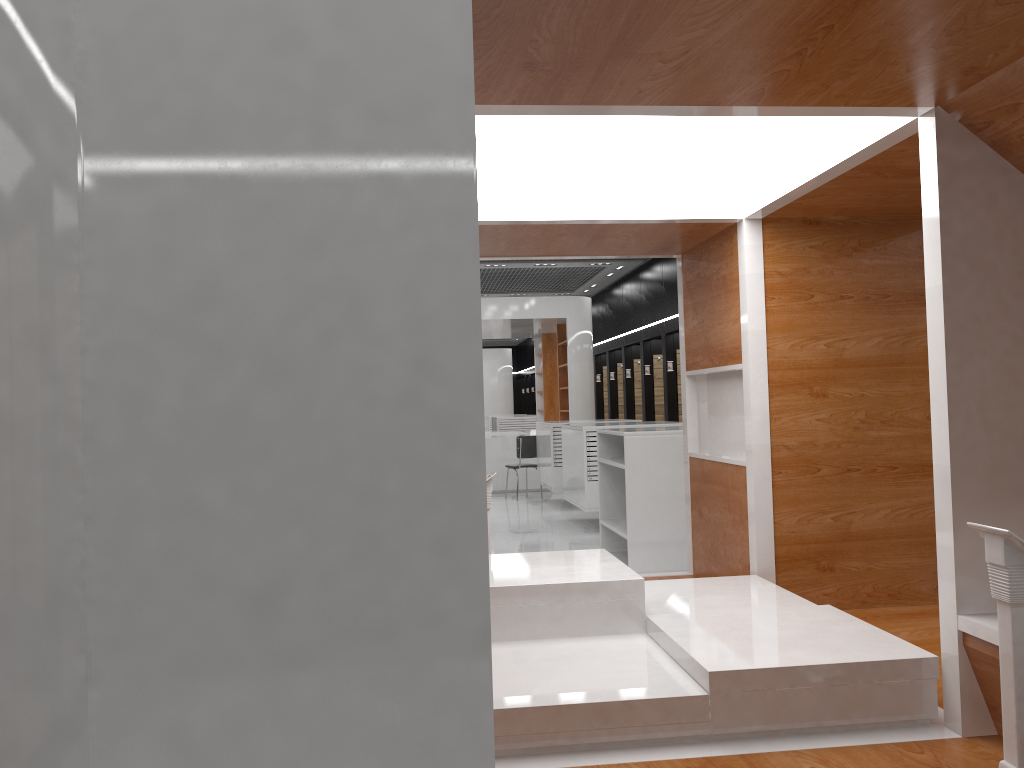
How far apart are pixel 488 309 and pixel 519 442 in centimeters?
256cm

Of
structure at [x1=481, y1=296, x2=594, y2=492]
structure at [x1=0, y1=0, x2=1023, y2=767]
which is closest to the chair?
structure at [x1=481, y1=296, x2=594, y2=492]

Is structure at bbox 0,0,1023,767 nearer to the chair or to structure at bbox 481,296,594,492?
the chair

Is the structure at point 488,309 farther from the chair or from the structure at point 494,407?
the structure at point 494,407

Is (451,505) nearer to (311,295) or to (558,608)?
(311,295)

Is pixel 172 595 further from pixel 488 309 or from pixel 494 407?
pixel 494 407

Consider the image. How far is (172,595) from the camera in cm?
168

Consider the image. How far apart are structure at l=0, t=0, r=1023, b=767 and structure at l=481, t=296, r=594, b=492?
8.9 meters

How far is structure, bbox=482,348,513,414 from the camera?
28.30m

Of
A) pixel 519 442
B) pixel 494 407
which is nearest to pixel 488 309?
pixel 519 442
